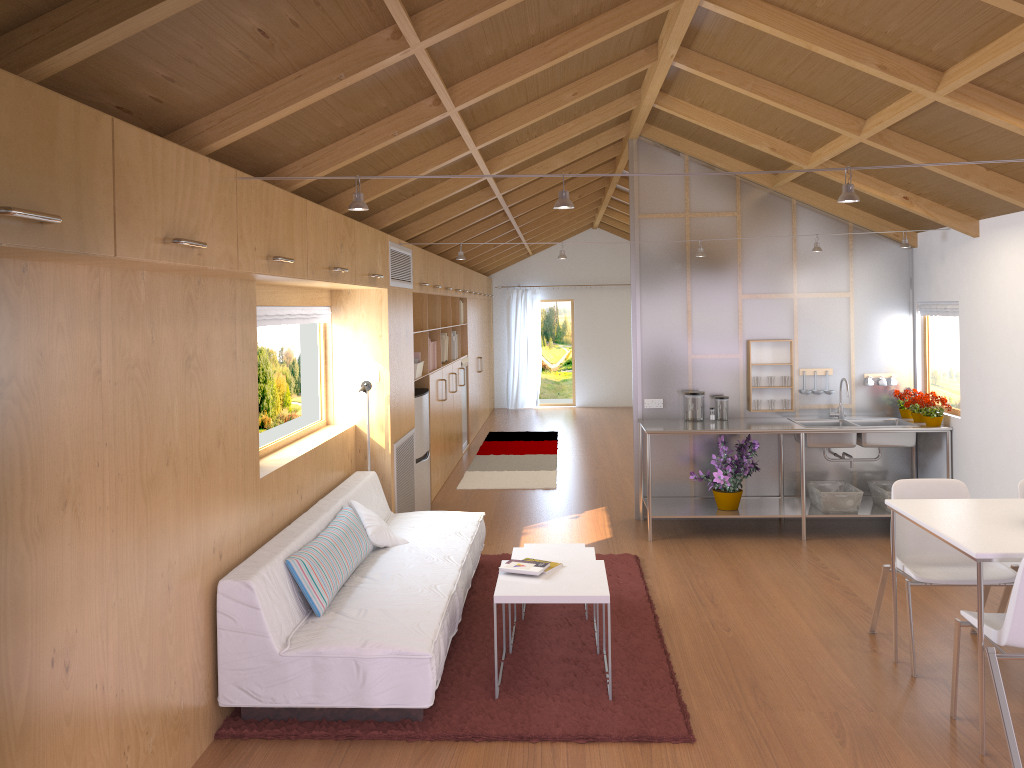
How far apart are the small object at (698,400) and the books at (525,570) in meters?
2.9 m

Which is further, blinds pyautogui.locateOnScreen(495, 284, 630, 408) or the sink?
blinds pyautogui.locateOnScreen(495, 284, 630, 408)

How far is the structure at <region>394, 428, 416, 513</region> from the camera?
6.2 meters

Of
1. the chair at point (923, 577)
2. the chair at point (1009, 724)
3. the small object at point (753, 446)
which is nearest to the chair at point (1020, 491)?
the chair at point (923, 577)

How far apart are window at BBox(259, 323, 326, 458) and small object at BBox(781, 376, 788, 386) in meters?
3.4 m

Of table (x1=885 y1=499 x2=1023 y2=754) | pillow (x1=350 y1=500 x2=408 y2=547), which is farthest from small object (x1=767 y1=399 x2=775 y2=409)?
pillow (x1=350 y1=500 x2=408 y2=547)

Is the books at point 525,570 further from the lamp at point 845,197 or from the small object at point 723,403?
the small object at point 723,403

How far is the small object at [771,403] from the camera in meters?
6.8 m

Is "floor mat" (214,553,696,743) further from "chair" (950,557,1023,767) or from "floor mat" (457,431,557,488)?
"floor mat" (457,431,557,488)

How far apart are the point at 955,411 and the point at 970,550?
3.3m
